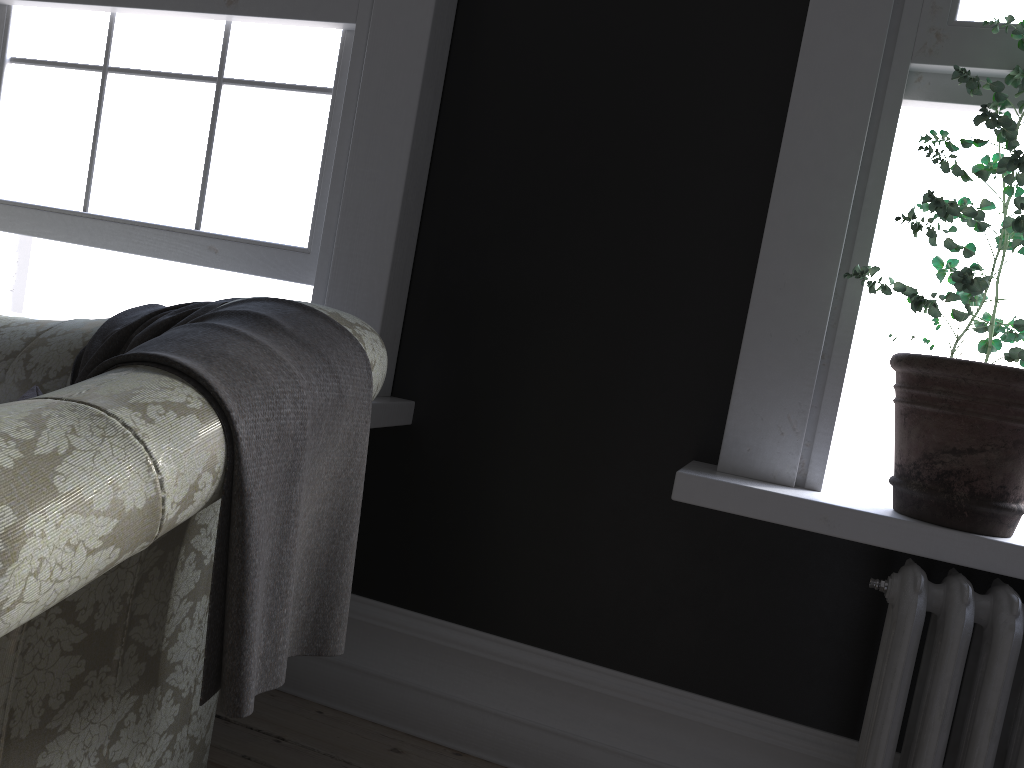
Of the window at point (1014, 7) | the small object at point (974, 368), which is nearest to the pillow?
the small object at point (974, 368)

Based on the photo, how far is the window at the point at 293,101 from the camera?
2.6m

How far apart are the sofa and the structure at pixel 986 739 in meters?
1.1

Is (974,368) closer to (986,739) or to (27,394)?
(986,739)

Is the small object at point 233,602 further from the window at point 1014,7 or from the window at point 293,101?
the window at point 1014,7

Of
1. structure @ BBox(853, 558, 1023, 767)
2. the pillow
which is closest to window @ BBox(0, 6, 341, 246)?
the pillow

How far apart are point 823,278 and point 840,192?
0.20m

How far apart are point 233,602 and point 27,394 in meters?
1.0 m

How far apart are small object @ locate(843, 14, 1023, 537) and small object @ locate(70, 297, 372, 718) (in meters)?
1.08

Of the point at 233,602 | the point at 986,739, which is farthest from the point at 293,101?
the point at 986,739
